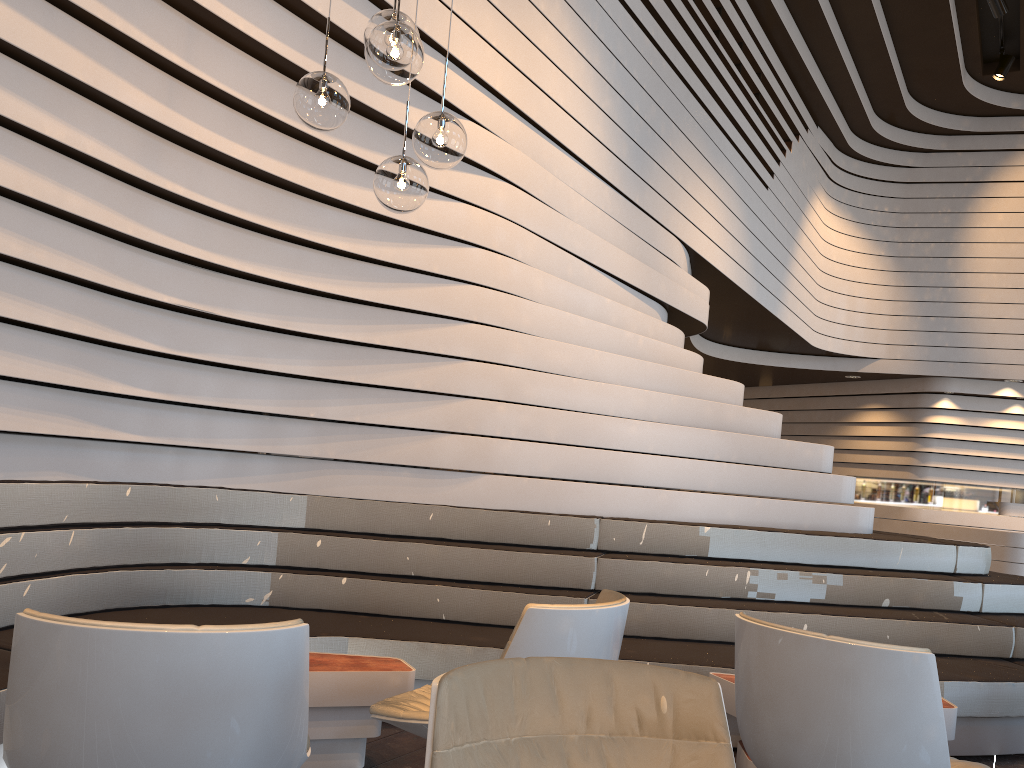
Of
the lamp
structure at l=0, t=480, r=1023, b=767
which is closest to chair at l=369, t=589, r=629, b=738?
structure at l=0, t=480, r=1023, b=767

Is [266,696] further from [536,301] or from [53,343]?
[536,301]

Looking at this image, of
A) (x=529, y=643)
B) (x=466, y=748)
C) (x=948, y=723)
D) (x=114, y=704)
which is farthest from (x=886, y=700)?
(x=114, y=704)

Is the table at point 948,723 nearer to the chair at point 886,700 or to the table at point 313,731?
the chair at point 886,700

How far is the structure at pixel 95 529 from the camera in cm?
352

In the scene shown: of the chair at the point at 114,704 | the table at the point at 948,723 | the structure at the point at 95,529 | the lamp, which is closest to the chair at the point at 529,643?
the chair at the point at 114,704

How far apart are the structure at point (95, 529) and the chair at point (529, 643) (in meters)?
0.76

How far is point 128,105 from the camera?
2.93m

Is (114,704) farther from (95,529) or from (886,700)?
(95,529)

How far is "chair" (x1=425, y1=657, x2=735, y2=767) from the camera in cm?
142
